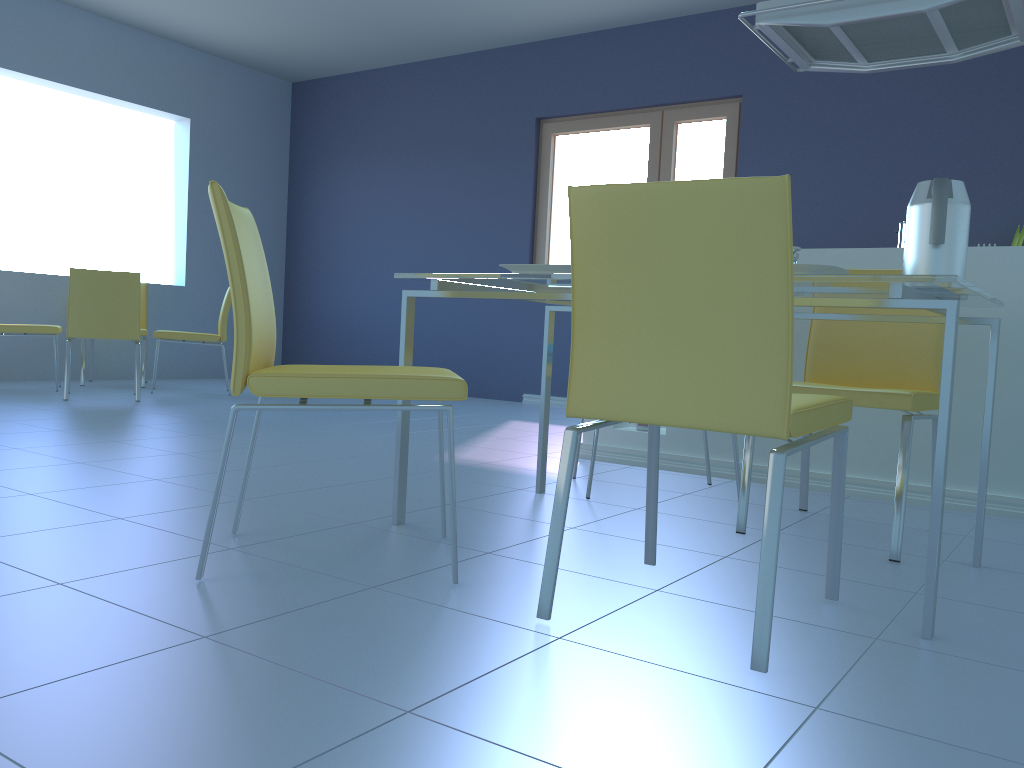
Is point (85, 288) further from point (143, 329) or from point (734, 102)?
point (734, 102)

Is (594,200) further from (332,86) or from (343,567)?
(332,86)

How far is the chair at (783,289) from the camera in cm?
126

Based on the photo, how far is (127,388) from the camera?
5.7 meters

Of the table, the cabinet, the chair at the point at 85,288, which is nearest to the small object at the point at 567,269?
the table

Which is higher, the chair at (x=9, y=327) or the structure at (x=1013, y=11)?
the structure at (x=1013, y=11)

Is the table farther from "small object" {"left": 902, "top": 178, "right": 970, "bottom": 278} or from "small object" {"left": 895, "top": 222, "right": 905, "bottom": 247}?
"small object" {"left": 895, "top": 222, "right": 905, "bottom": 247}

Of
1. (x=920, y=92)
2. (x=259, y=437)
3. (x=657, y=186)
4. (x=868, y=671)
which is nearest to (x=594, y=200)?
(x=657, y=186)

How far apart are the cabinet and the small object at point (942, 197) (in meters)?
1.03

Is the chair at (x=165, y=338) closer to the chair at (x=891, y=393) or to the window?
the window
